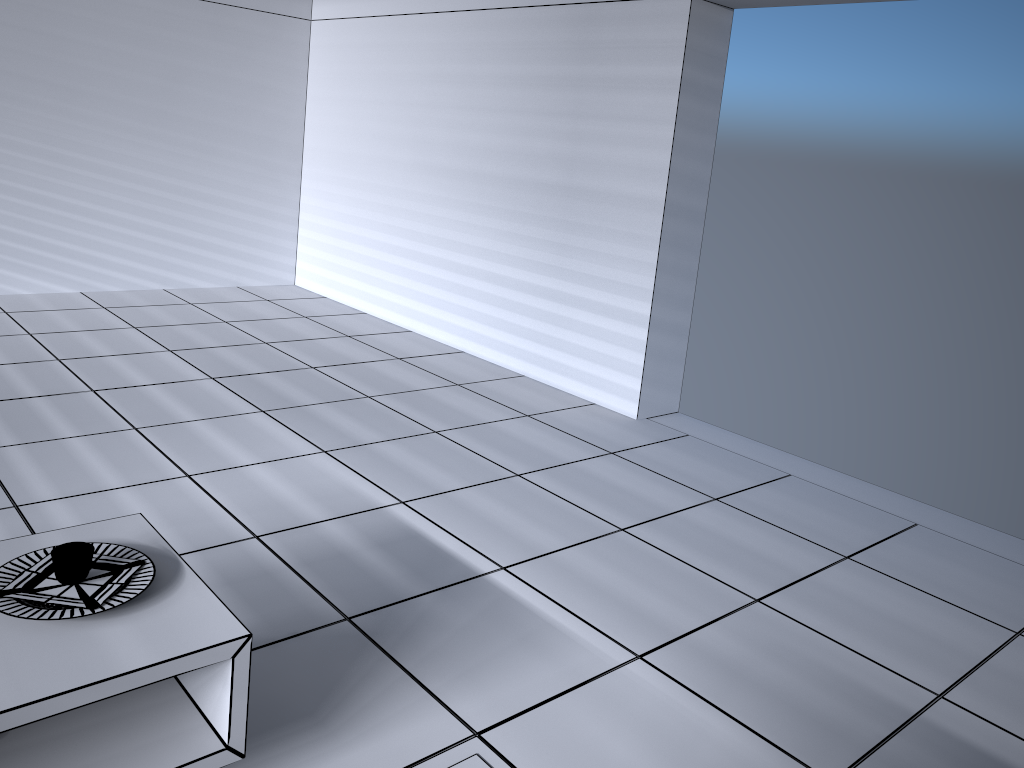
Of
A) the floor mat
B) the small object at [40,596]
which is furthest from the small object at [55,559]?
the floor mat

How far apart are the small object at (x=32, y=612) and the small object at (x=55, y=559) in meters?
0.1

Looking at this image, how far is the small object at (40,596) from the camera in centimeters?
184cm

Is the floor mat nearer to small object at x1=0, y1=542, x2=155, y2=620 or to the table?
the table

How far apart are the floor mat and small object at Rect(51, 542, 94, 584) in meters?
1.0

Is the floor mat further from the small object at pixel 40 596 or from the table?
the small object at pixel 40 596

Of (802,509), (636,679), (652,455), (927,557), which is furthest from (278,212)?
(636,679)

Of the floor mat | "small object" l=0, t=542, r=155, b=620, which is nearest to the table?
"small object" l=0, t=542, r=155, b=620

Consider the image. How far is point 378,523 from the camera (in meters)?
3.29

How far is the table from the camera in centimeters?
165cm
